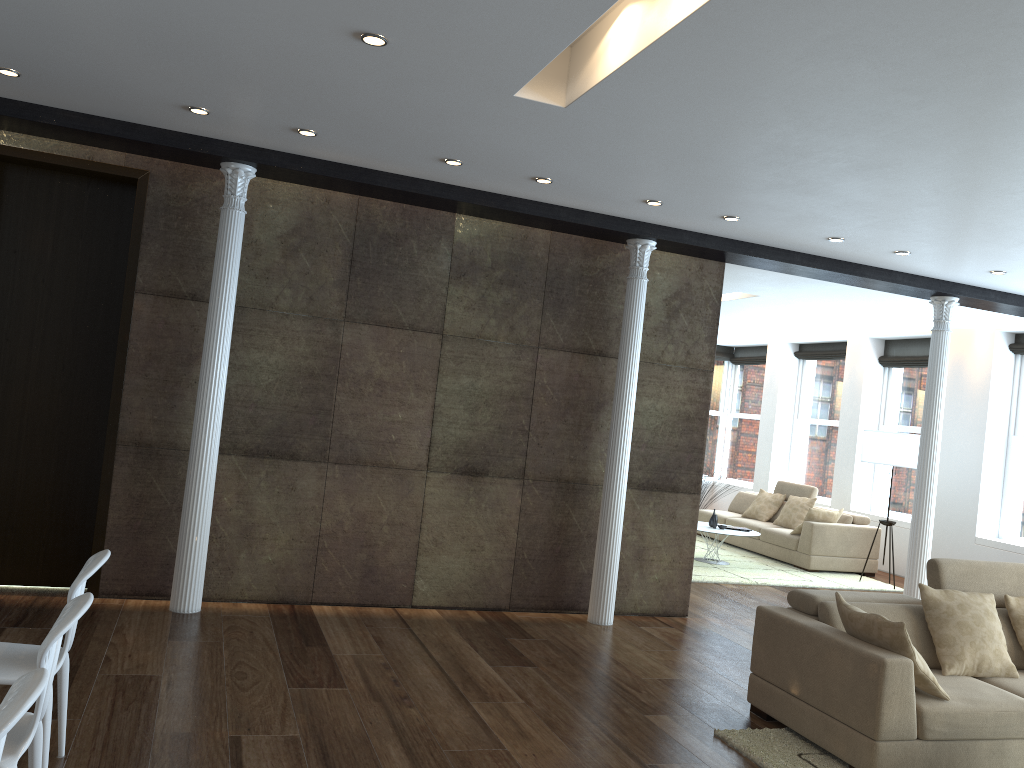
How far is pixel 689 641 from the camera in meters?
6.4 m

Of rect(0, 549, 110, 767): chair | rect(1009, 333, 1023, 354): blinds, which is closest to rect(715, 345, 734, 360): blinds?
rect(1009, 333, 1023, 354): blinds

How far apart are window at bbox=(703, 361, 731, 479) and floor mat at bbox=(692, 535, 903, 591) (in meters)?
3.44

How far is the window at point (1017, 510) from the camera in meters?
9.8

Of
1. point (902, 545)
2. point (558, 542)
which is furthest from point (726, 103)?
Answer: point (902, 545)

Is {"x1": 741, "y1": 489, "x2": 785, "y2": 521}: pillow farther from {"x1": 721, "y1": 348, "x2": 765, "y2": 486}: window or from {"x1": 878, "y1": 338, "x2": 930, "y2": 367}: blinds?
{"x1": 721, "y1": 348, "x2": 765, "y2": 486}: window

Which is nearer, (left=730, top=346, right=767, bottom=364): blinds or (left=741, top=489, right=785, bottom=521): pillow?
(left=741, top=489, right=785, bottom=521): pillow

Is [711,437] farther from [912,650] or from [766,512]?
[912,650]

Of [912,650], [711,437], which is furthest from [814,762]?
[711,437]

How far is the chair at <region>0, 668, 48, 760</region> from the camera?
1.8 meters
